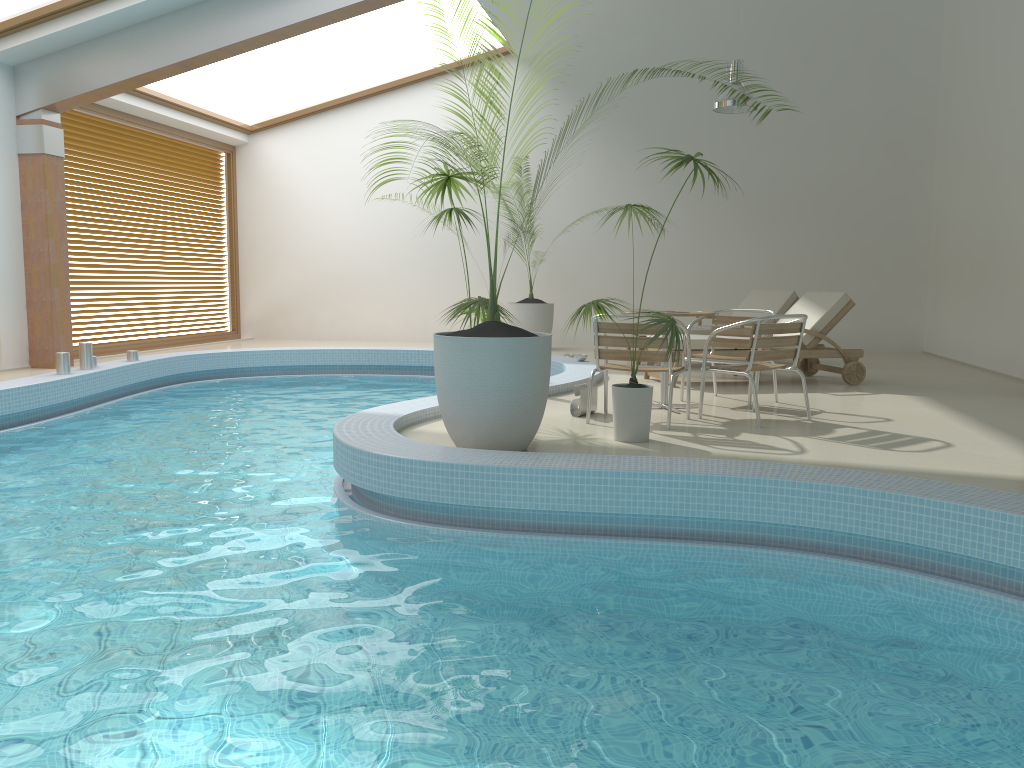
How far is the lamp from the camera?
9.97m

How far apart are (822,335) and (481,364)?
4.7 meters

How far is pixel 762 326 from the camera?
5.81m

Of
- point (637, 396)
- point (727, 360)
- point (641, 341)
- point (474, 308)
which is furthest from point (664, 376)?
point (474, 308)

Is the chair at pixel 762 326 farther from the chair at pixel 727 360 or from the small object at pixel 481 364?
the small object at pixel 481 364

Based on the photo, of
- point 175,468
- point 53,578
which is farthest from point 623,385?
point 53,578

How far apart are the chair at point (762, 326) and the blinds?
8.17m

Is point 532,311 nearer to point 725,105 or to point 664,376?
point 725,105

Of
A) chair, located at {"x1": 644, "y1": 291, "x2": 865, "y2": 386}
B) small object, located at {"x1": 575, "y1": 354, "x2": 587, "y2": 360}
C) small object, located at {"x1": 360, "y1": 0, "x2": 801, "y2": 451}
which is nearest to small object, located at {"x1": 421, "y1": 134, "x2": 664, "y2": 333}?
small object, located at {"x1": 575, "y1": 354, "x2": 587, "y2": 360}

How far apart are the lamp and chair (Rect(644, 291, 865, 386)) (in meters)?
2.51
